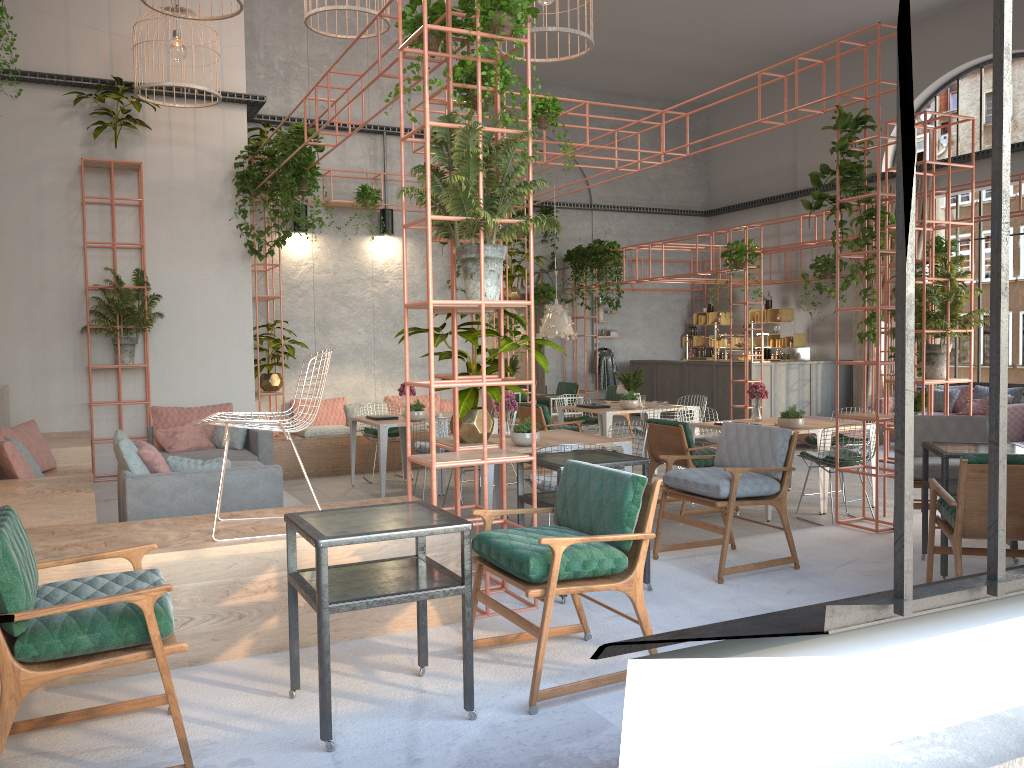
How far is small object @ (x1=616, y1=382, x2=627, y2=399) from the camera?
11.7 meters

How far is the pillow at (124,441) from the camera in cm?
598

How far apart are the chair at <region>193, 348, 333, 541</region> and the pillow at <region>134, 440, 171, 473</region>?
1.70m

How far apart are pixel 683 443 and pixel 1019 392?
8.3 meters

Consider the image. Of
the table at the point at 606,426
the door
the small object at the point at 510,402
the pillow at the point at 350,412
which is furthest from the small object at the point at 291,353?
the door

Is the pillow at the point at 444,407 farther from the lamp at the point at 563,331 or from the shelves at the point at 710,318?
the shelves at the point at 710,318

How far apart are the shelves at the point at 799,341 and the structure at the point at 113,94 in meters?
12.8

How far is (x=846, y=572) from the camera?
5.7m

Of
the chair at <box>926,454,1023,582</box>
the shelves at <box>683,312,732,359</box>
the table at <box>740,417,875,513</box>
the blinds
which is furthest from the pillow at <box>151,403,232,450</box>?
the shelves at <box>683,312,732,359</box>

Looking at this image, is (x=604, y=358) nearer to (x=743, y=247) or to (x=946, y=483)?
(x=743, y=247)
